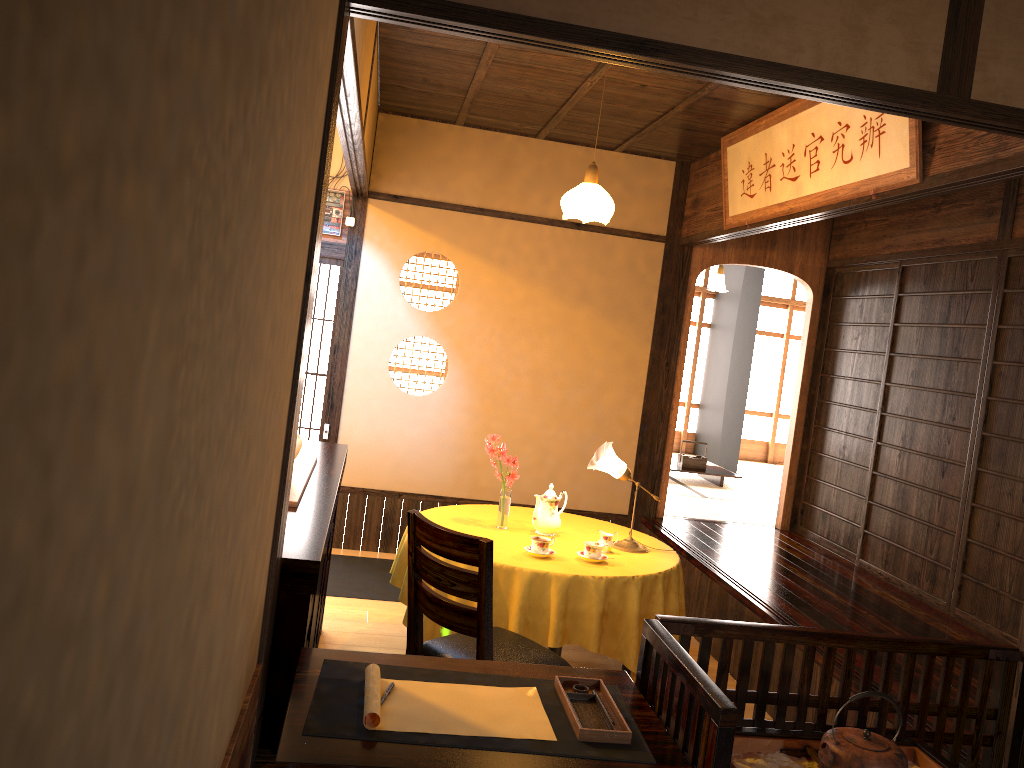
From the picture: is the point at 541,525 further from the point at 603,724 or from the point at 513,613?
the point at 603,724

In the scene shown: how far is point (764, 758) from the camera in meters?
2.2 m

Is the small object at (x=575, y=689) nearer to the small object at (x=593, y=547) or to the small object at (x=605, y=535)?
the small object at (x=593, y=547)

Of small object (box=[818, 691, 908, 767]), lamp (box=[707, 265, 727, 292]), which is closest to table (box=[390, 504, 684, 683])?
small object (box=[818, 691, 908, 767])

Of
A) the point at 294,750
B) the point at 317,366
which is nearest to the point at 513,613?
the point at 294,750

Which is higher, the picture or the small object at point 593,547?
the picture

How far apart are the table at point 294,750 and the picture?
2.36m

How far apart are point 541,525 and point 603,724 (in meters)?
2.26

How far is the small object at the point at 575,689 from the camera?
2.2 meters

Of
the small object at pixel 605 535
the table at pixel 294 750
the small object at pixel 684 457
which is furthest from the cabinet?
the small object at pixel 684 457
